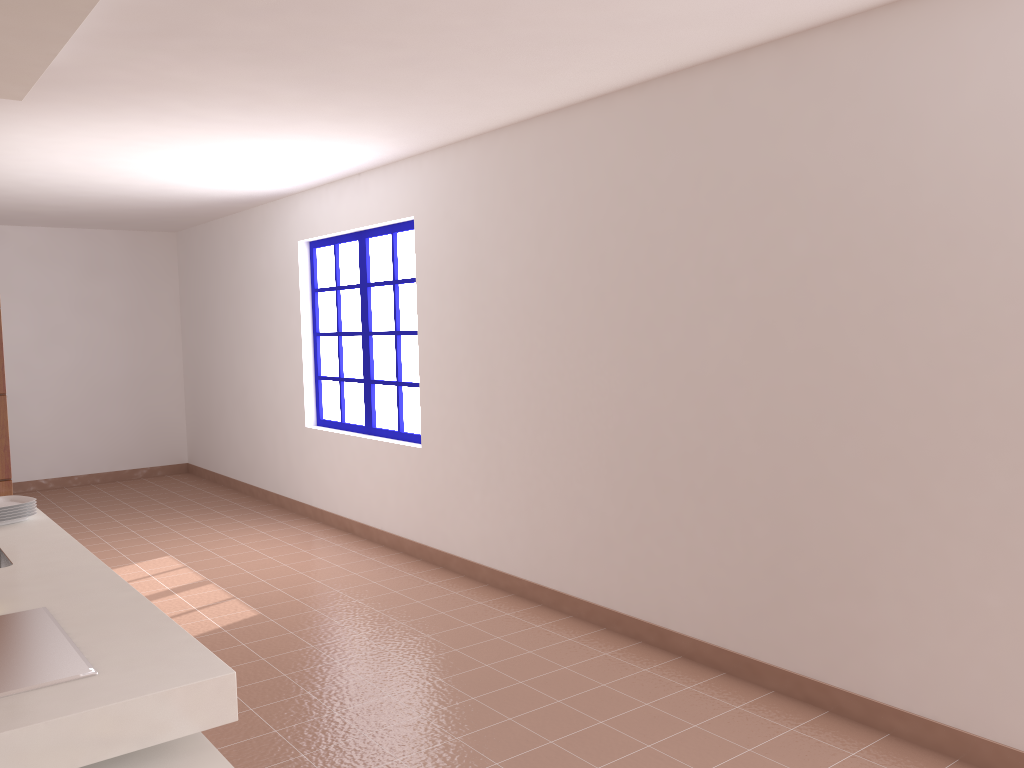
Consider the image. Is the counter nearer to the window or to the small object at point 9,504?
the small object at point 9,504

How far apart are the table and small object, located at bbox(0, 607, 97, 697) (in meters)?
0.17

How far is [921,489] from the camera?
2.97m

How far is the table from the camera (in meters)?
1.70

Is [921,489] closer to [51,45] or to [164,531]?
[51,45]

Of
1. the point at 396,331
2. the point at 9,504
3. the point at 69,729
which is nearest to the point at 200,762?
the point at 69,729

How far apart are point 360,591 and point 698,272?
2.6 meters

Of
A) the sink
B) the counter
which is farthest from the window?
the sink

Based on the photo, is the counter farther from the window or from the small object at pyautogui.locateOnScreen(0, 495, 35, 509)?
the window

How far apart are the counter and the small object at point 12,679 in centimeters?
1cm
